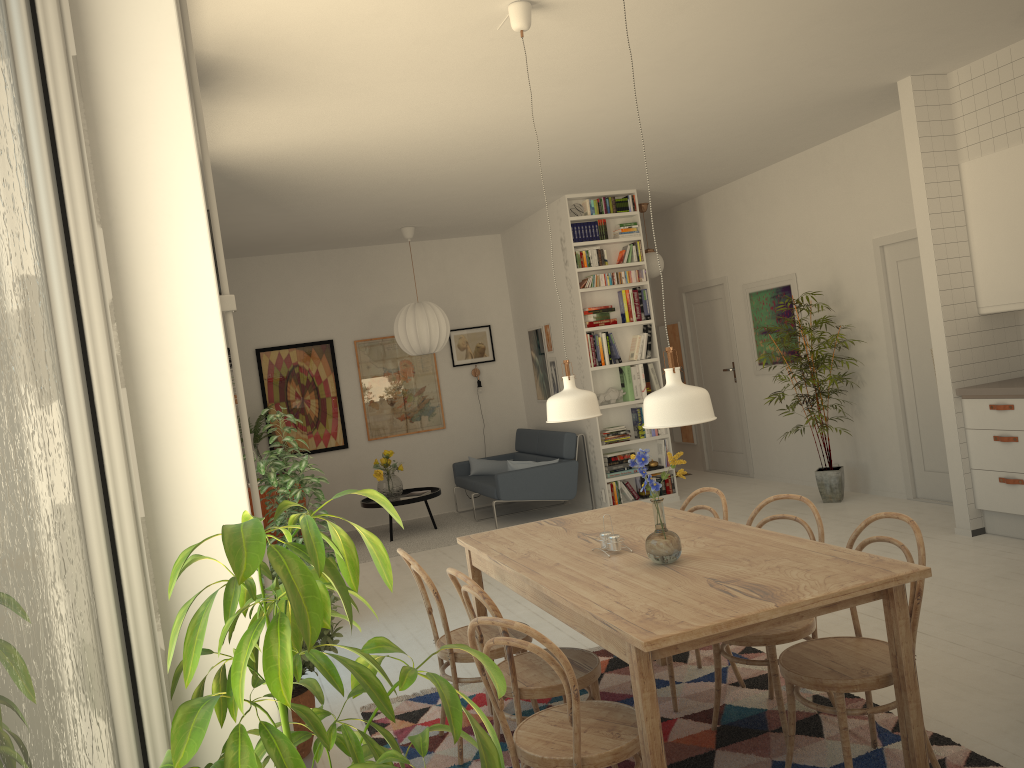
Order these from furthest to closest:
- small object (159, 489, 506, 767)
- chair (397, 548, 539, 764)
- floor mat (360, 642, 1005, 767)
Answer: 1. chair (397, 548, 539, 764)
2. floor mat (360, 642, 1005, 767)
3. small object (159, 489, 506, 767)

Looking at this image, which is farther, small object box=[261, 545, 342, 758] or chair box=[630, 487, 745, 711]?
chair box=[630, 487, 745, 711]

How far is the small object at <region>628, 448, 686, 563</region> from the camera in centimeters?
A: 287cm

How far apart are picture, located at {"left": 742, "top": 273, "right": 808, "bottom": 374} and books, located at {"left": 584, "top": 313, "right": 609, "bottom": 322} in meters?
1.5 m

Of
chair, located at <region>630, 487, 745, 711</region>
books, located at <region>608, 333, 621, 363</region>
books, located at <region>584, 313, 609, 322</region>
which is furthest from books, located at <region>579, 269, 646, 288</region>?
chair, located at <region>630, 487, 745, 711</region>

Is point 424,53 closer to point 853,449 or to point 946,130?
point 946,130

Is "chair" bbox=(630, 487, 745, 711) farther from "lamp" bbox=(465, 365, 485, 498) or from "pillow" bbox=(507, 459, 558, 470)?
"lamp" bbox=(465, 365, 485, 498)

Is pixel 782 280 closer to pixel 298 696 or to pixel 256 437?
pixel 256 437

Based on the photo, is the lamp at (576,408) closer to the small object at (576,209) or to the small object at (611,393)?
the small object at (611,393)

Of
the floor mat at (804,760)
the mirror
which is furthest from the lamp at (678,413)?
the mirror
